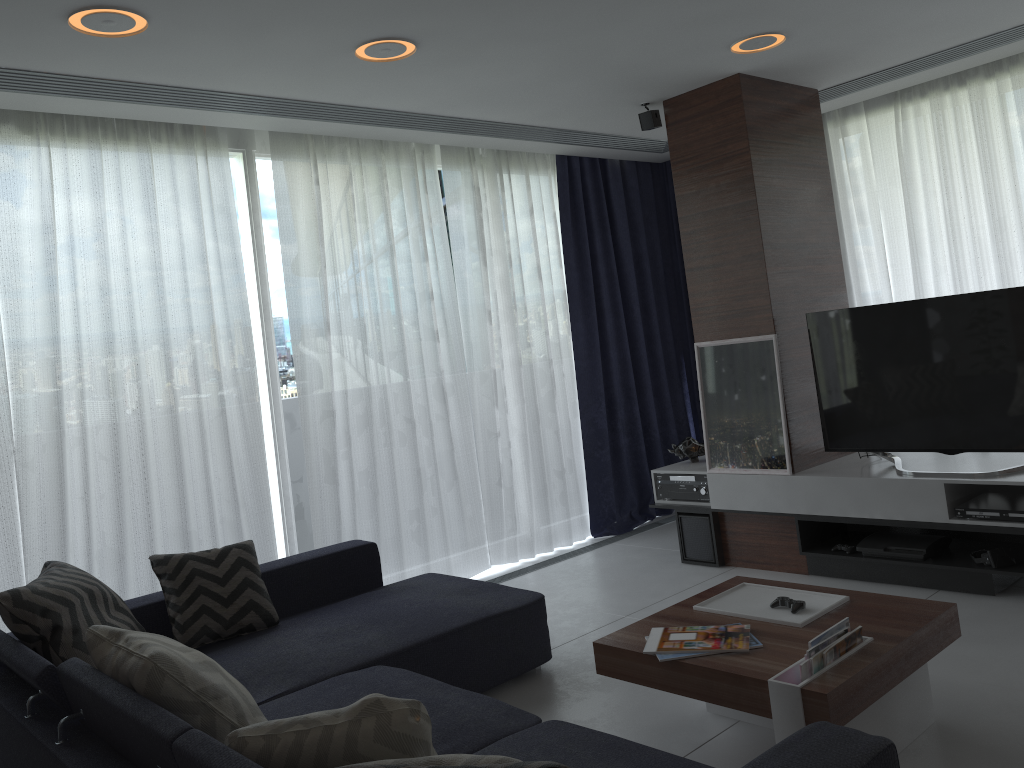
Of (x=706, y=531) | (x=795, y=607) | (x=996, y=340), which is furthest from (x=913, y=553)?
(x=795, y=607)

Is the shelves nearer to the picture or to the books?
the picture

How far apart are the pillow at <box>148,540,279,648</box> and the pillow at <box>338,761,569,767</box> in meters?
2.4

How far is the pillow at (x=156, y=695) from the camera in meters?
2.1 m

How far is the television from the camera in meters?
3.8

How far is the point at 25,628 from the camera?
2.74m

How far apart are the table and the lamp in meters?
2.3 m

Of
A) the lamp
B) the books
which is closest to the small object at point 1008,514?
the books

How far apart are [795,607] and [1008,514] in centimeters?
142cm

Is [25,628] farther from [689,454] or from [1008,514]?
[1008,514]
